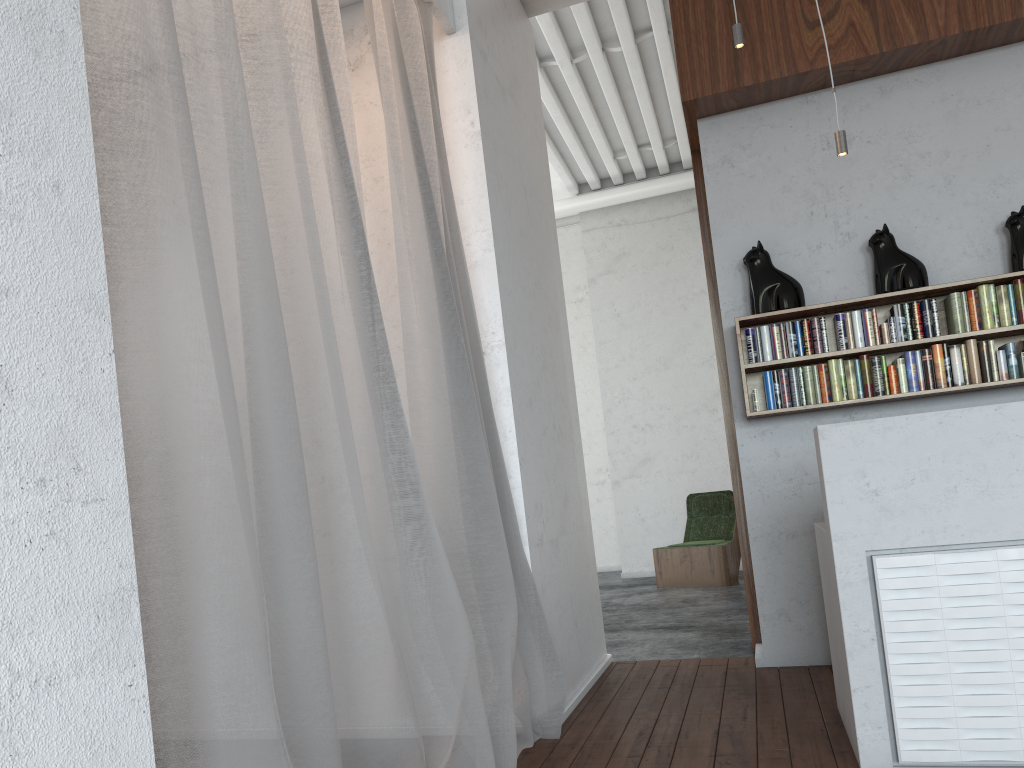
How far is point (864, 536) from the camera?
2.92m

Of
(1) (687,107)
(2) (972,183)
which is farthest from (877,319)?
(1) (687,107)
